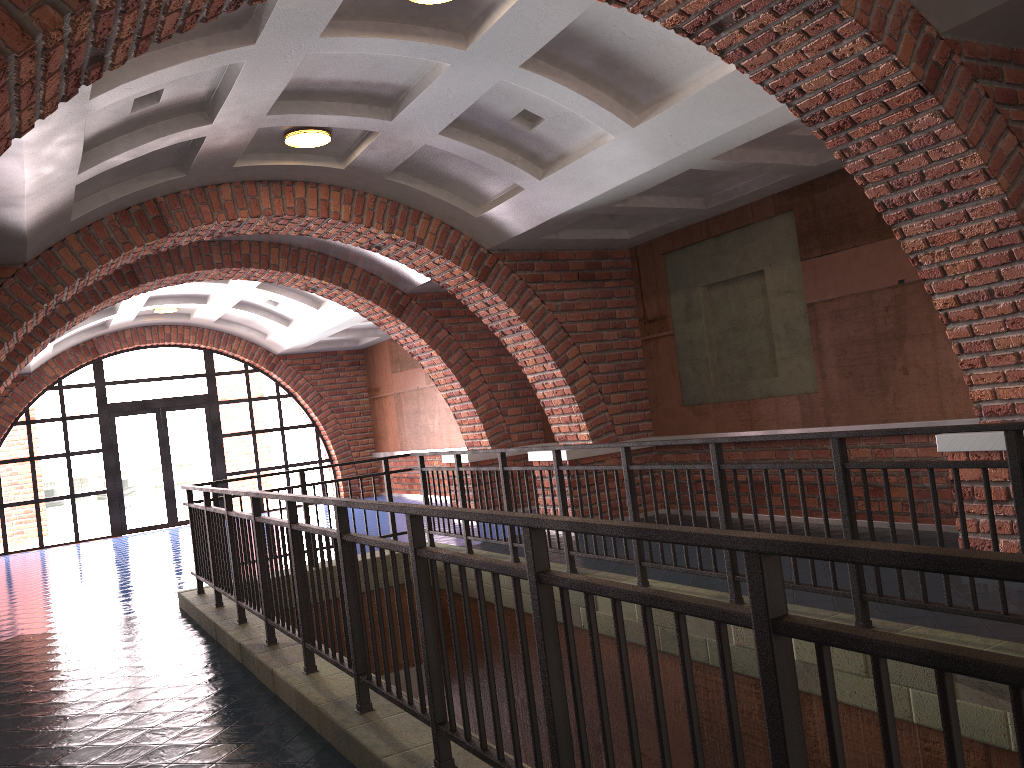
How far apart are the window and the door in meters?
0.1 m

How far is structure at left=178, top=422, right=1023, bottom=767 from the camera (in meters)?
1.42

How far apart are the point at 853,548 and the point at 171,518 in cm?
1664

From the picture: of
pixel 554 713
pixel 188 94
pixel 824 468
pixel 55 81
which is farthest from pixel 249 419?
pixel 554 713

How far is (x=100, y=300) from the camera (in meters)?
9.58

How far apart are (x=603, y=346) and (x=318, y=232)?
3.3 meters

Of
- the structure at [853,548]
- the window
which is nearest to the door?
the window

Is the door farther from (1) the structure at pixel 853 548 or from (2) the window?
(1) the structure at pixel 853 548

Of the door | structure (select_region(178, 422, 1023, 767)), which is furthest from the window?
structure (select_region(178, 422, 1023, 767))

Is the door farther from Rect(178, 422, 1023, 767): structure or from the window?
Rect(178, 422, 1023, 767): structure
